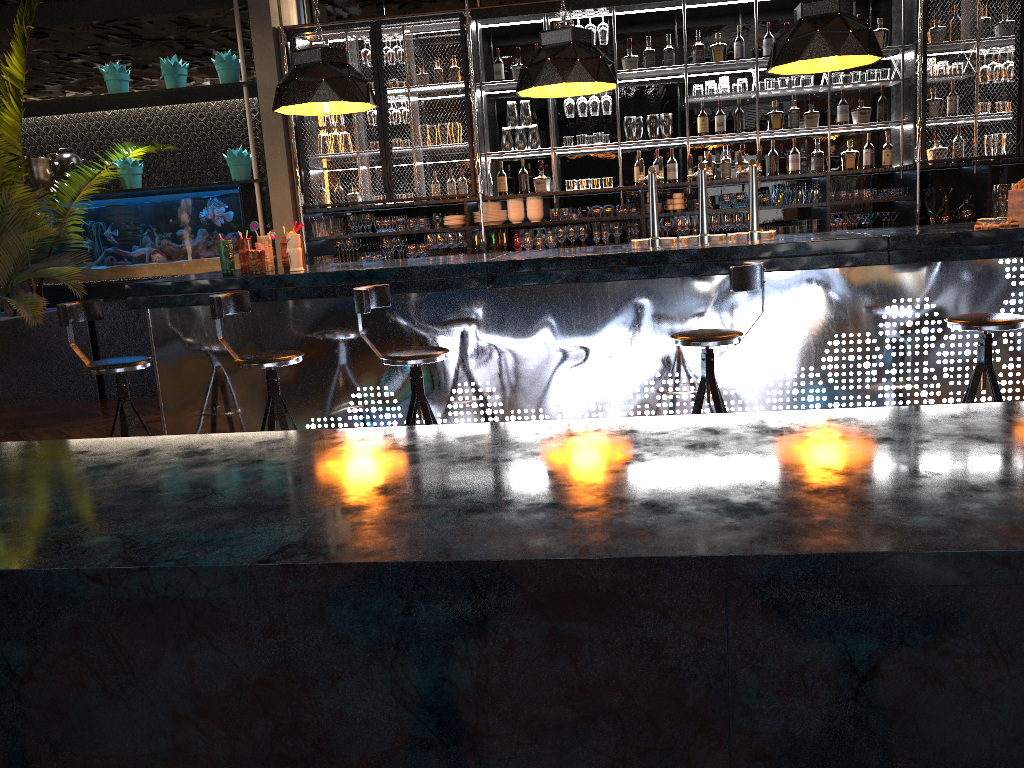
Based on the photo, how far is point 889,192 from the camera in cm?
719

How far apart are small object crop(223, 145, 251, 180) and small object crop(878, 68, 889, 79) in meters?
5.4

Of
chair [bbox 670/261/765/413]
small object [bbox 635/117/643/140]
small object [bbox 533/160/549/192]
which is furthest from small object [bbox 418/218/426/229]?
chair [bbox 670/261/765/413]

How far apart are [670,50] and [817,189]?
1.7m

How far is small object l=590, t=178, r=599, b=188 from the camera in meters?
7.6 m

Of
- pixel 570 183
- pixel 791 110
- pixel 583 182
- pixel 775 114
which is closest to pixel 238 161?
pixel 570 183

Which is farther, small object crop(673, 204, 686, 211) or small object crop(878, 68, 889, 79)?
small object crop(673, 204, 686, 211)

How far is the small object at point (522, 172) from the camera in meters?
7.6 m

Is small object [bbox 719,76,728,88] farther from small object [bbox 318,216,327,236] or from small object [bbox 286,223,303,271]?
small object [bbox 286,223,303,271]

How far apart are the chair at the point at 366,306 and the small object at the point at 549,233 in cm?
354
